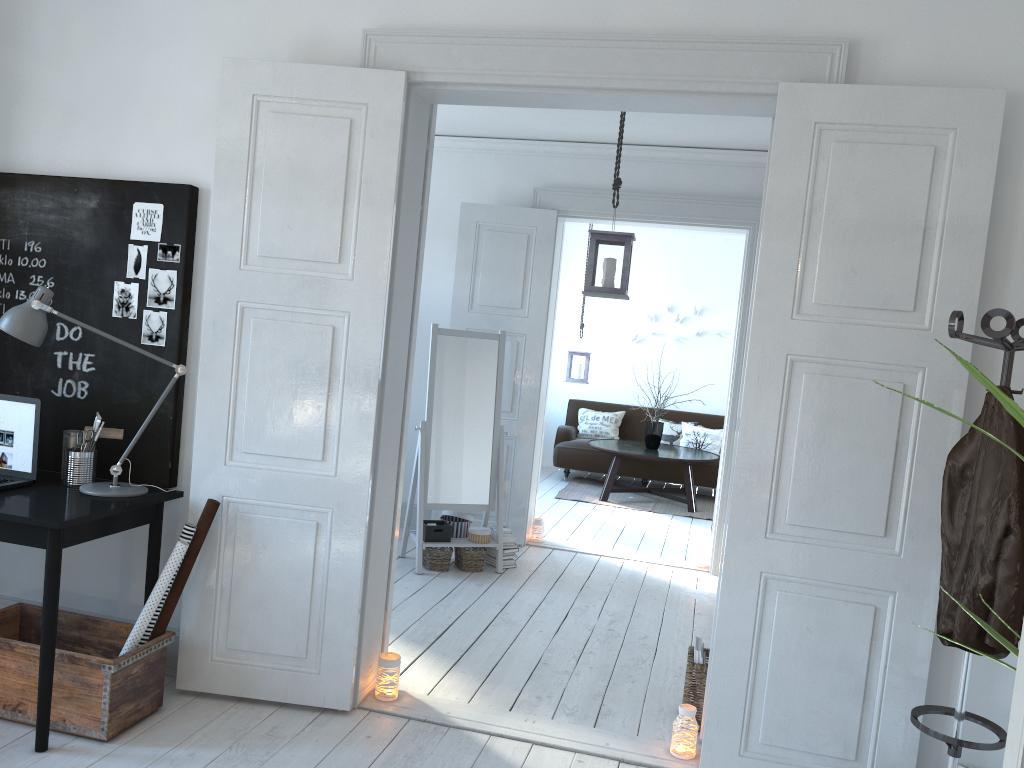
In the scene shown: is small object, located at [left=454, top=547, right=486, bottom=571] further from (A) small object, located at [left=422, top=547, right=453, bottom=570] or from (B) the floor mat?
(B) the floor mat

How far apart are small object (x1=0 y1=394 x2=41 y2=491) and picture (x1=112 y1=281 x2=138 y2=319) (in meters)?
0.47

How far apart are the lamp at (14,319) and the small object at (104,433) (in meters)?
0.16

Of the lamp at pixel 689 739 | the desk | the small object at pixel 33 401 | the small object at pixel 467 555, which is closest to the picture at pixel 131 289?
the small object at pixel 33 401

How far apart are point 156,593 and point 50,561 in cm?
39

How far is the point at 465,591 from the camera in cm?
501

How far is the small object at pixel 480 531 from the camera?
5.4 meters

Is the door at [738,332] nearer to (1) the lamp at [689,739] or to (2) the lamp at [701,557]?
(2) the lamp at [701,557]

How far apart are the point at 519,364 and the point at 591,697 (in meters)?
2.88

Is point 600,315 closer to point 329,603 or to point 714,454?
point 714,454
